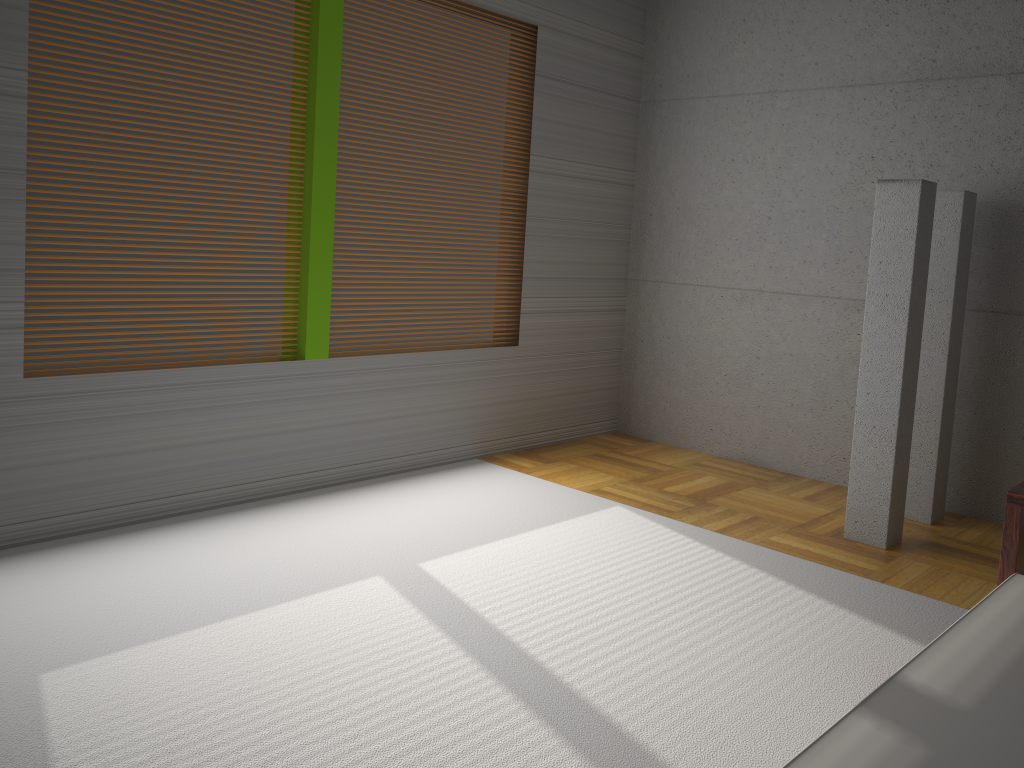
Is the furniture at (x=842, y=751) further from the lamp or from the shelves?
the lamp

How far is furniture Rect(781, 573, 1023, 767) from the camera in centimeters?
147cm

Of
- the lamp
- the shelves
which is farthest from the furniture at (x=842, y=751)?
the lamp

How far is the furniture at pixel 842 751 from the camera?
1.5m

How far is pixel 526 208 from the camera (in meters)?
5.42

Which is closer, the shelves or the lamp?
the shelves

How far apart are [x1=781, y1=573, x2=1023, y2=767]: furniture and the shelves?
0.1m

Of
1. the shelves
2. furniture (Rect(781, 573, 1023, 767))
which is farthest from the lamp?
furniture (Rect(781, 573, 1023, 767))

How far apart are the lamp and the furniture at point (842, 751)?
1.8m

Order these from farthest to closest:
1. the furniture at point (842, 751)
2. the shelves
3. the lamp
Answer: the lamp, the shelves, the furniture at point (842, 751)
